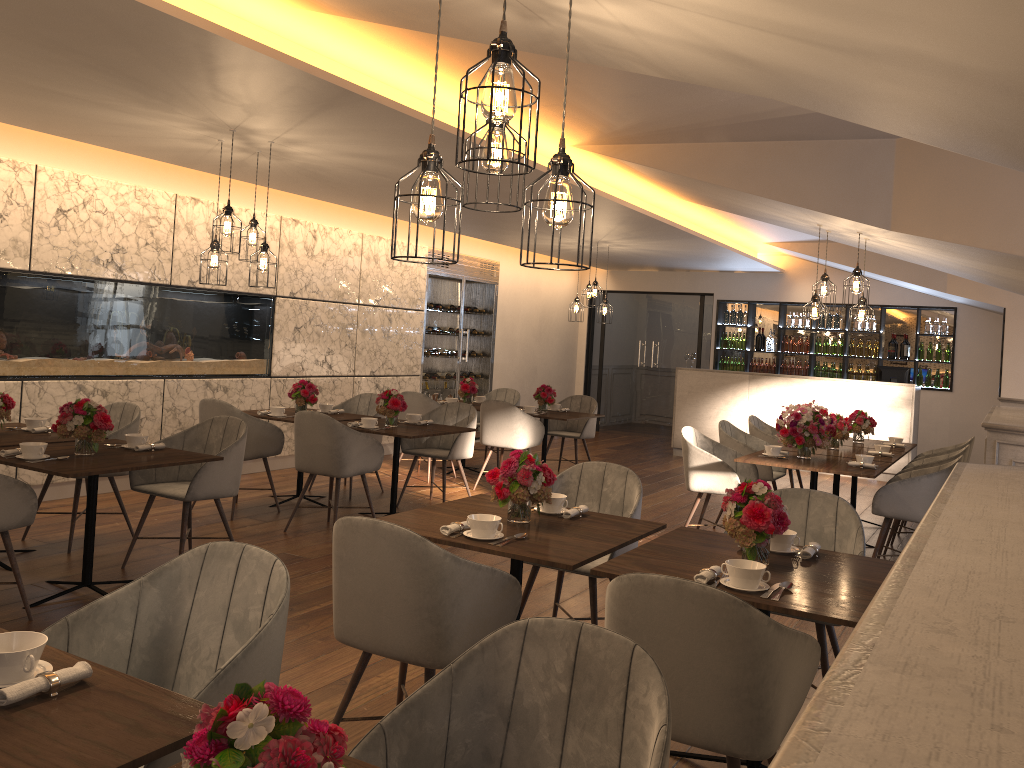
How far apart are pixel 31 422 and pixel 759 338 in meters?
10.4

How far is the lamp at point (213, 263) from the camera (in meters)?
5.87

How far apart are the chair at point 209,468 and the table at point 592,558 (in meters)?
1.78

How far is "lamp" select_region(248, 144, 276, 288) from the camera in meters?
5.8

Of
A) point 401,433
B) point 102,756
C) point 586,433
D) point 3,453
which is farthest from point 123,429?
point 586,433

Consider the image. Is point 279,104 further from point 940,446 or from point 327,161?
point 940,446

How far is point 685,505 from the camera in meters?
8.3 m

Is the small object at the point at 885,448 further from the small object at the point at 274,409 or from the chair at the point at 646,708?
the chair at the point at 646,708

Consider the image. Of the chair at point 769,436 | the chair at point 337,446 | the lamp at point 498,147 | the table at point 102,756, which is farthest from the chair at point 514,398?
the table at point 102,756

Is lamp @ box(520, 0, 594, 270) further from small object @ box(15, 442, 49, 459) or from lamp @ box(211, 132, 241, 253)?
lamp @ box(211, 132, 241, 253)
